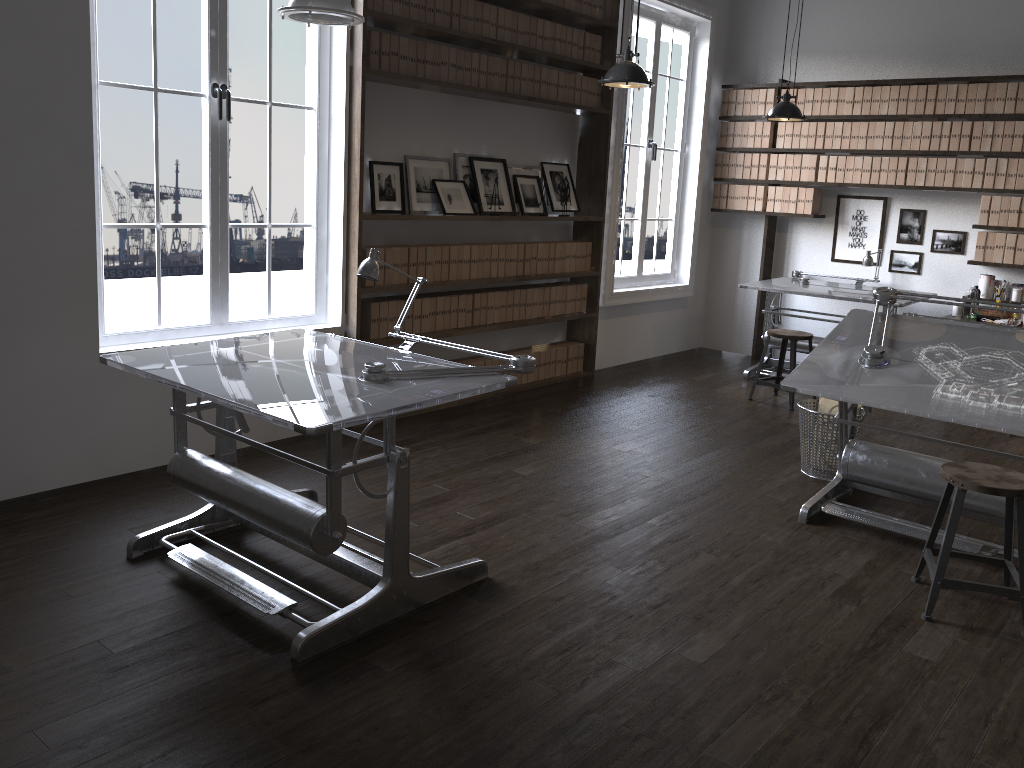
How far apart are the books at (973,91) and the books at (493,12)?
3.7 meters

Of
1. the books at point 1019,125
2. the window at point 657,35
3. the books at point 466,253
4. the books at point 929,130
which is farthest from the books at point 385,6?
the books at point 1019,125

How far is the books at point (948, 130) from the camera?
6.72m

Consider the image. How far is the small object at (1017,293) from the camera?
6.6 meters

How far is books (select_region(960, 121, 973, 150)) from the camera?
6.6m

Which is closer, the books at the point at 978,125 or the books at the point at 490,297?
the books at the point at 490,297

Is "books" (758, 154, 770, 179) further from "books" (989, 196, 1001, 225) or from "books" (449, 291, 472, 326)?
"books" (449, 291, 472, 326)

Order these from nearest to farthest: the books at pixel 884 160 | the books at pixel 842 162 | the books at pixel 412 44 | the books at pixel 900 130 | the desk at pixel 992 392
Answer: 1. the desk at pixel 992 392
2. the books at pixel 412 44
3. the books at pixel 900 130
4. the books at pixel 884 160
5. the books at pixel 842 162

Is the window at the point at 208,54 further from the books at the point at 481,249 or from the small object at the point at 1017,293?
the small object at the point at 1017,293

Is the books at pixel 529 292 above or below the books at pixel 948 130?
below
